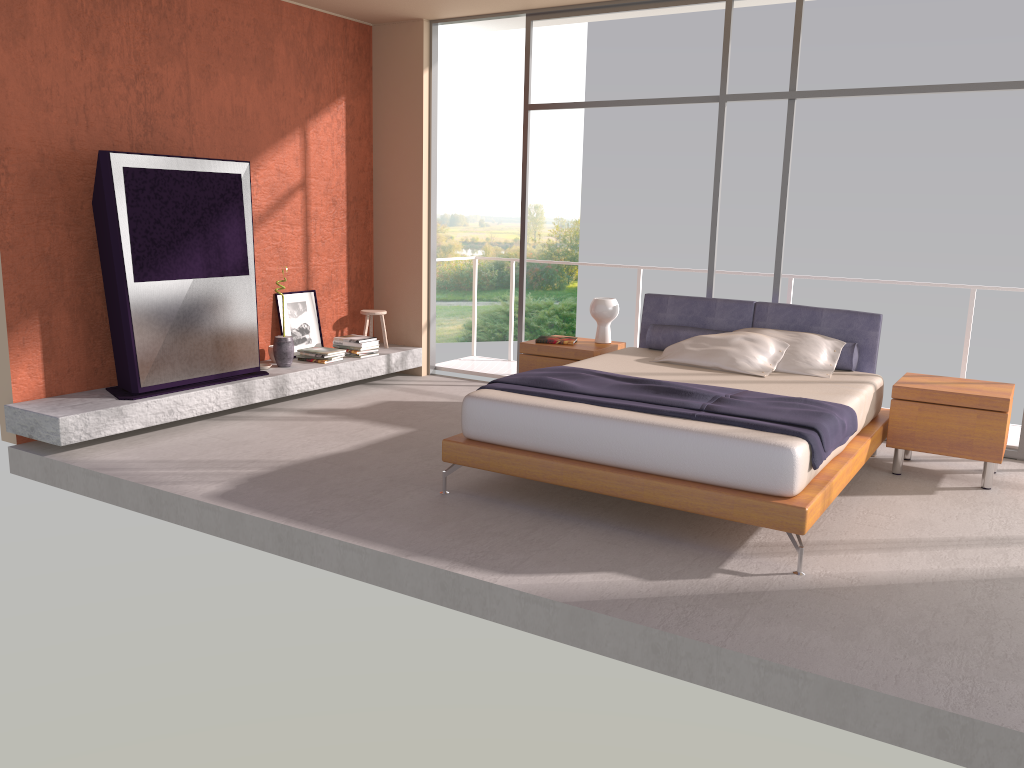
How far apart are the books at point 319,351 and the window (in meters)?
1.63

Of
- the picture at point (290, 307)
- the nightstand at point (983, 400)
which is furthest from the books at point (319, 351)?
the nightstand at point (983, 400)

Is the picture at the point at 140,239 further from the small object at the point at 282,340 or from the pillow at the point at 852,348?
the pillow at the point at 852,348

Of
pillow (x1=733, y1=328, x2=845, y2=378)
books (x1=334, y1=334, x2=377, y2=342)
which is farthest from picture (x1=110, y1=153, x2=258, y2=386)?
pillow (x1=733, y1=328, x2=845, y2=378)

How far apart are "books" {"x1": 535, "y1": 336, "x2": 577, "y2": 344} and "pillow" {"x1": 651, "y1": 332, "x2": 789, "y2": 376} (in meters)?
0.88

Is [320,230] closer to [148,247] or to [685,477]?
[148,247]

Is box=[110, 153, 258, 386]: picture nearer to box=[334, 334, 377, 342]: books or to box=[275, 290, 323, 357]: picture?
box=[275, 290, 323, 357]: picture

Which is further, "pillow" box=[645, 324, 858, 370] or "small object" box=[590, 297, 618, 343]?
"small object" box=[590, 297, 618, 343]

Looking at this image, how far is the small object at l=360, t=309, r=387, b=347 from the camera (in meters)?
8.01

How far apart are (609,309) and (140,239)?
3.3 meters
